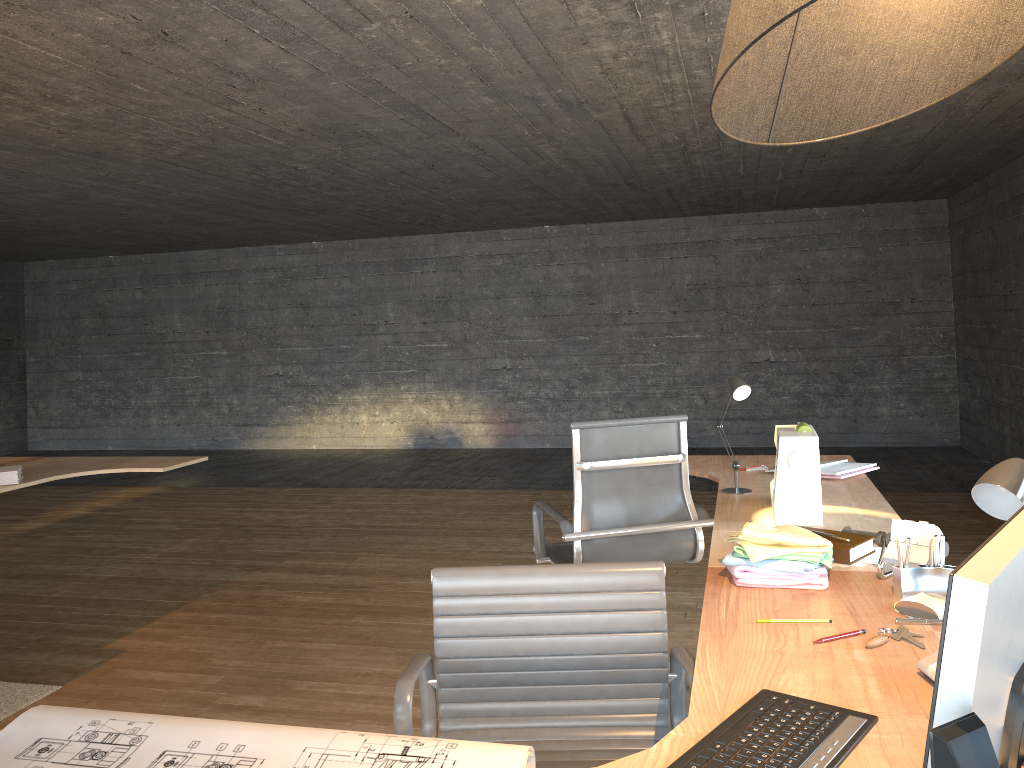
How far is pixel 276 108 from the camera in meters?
4.4 m

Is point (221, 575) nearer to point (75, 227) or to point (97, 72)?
point (97, 72)

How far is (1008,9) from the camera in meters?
1.1

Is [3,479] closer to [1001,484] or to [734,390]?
[734,390]

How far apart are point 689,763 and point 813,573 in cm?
89

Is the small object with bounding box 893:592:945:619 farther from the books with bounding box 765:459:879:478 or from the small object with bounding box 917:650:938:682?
the books with bounding box 765:459:879:478

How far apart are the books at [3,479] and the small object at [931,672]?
3.8m

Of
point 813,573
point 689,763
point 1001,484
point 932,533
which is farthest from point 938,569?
point 689,763

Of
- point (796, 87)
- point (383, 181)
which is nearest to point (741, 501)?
point (796, 87)

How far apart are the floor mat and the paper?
2.3 meters
